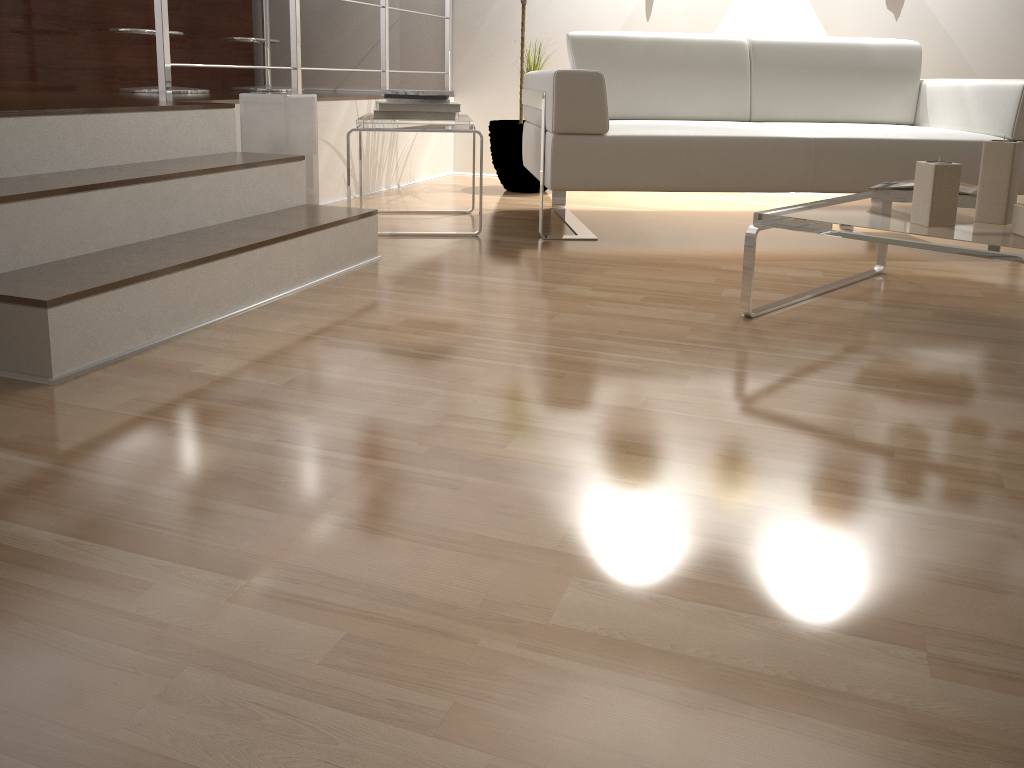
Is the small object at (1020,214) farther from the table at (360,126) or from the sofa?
the table at (360,126)

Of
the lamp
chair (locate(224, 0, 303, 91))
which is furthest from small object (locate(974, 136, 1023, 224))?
chair (locate(224, 0, 303, 91))

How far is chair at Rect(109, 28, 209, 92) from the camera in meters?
3.7 m

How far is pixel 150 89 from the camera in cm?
373

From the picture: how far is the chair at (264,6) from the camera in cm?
446

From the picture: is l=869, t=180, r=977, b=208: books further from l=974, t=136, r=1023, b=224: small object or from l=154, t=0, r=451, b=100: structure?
l=154, t=0, r=451, b=100: structure

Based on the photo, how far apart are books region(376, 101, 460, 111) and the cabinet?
1.8m

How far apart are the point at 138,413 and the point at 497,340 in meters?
0.7 m

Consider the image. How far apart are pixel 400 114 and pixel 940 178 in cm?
176

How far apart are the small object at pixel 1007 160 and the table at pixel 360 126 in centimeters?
157cm
